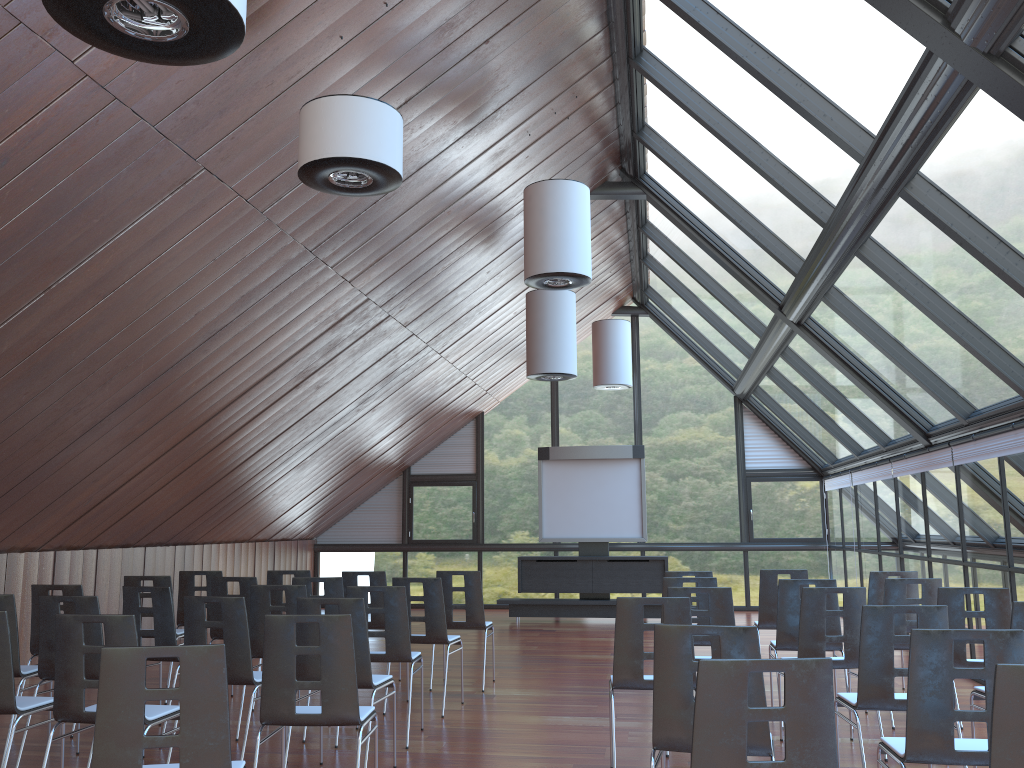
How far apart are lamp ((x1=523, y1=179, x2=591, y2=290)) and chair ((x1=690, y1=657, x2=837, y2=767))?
5.82m

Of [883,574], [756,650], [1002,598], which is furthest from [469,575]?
[756,650]

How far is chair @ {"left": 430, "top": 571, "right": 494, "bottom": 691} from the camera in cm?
913

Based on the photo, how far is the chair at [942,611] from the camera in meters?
4.9 m

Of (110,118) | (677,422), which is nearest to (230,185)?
(110,118)

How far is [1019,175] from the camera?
5.4m

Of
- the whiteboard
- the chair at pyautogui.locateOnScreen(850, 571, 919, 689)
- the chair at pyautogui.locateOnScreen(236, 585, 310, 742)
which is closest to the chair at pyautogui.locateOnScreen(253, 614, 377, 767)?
the chair at pyautogui.locateOnScreen(236, 585, 310, 742)

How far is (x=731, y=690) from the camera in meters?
3.0

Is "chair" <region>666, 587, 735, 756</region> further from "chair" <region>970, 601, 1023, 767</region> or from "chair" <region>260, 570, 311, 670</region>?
"chair" <region>260, 570, 311, 670</region>

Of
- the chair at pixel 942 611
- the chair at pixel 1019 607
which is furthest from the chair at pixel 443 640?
the chair at pixel 1019 607
